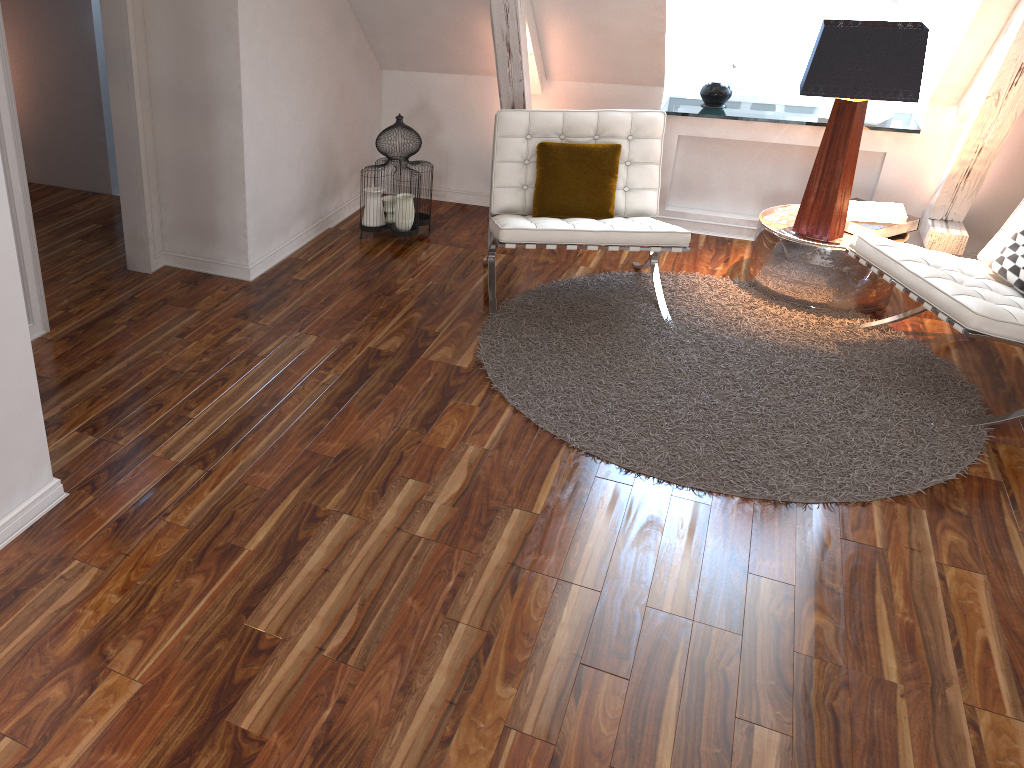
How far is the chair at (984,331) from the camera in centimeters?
262cm

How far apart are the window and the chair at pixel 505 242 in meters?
0.9

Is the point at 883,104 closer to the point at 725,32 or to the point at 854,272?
the point at 725,32

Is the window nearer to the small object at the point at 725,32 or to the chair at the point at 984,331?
the small object at the point at 725,32

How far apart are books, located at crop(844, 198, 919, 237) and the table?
0.0 meters

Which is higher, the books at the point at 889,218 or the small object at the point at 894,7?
the small object at the point at 894,7

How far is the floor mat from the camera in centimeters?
255cm

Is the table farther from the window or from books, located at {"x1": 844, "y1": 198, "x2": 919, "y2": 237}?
the window

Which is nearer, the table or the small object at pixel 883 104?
the table

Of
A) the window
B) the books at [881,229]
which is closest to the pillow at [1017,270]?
the books at [881,229]
